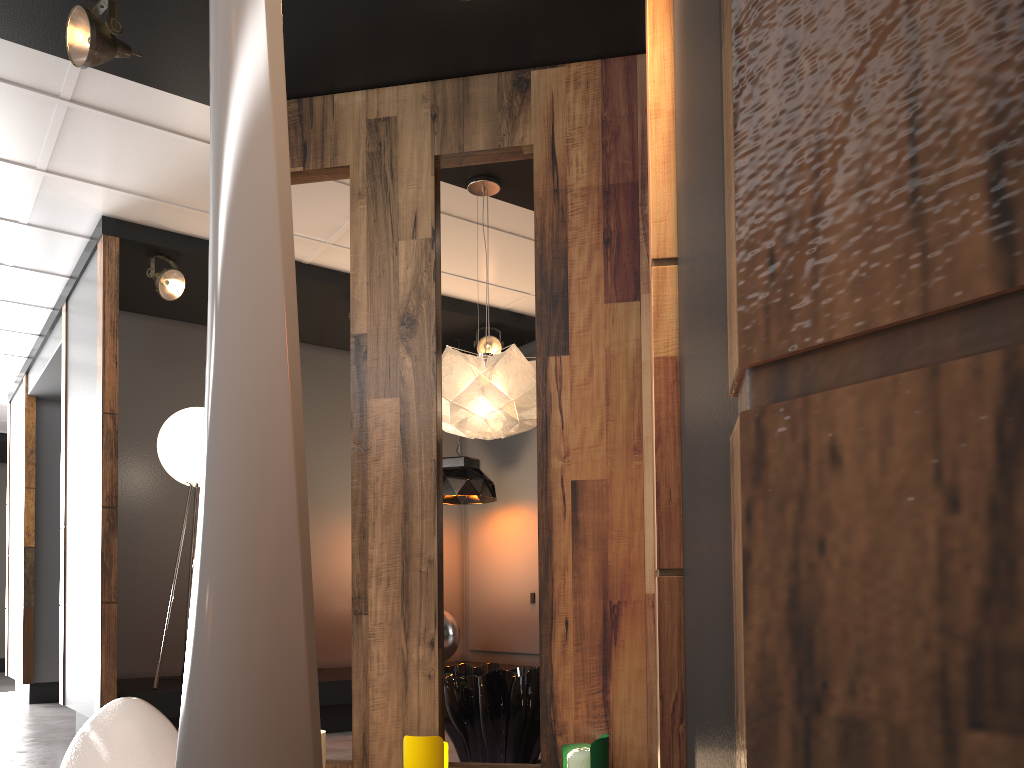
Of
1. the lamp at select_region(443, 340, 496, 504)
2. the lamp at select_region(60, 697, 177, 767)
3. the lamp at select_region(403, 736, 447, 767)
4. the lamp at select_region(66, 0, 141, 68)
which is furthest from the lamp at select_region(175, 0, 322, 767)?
the lamp at select_region(443, 340, 496, 504)

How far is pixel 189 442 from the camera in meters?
5.2

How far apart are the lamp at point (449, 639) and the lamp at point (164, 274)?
2.80m

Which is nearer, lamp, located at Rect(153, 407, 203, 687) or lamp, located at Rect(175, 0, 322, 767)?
lamp, located at Rect(175, 0, 322, 767)

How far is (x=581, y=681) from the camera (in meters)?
3.10

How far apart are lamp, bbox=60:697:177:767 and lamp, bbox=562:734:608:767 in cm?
134

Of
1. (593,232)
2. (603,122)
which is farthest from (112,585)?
(603,122)

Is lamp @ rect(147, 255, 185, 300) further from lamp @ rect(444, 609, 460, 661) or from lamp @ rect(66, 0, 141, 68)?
lamp @ rect(444, 609, 460, 661)

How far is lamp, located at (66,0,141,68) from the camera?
3.1m

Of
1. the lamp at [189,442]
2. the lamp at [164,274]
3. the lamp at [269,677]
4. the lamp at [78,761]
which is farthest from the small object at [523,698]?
the lamp at [164,274]
